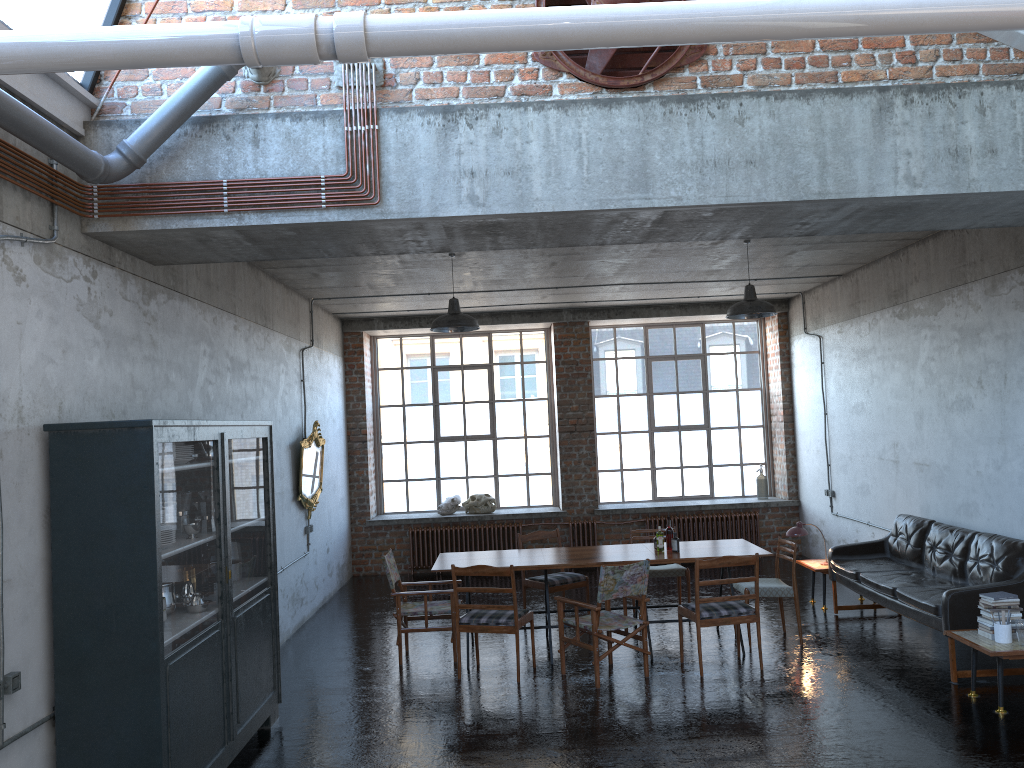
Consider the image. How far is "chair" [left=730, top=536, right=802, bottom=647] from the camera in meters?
8.3 m

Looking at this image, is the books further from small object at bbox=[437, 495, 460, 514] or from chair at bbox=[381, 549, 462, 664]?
small object at bbox=[437, 495, 460, 514]

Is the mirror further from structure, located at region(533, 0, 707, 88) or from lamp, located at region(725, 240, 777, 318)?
structure, located at region(533, 0, 707, 88)

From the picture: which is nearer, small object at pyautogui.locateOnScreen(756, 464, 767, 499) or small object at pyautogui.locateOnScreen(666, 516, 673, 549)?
small object at pyautogui.locateOnScreen(666, 516, 673, 549)

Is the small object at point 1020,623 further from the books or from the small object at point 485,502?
the small object at point 485,502

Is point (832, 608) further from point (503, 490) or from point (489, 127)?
point (489, 127)

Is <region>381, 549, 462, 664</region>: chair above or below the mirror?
below

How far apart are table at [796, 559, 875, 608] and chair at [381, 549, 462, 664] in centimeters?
400cm

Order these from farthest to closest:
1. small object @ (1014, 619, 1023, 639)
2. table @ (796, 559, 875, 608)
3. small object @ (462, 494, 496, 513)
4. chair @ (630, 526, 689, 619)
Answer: small object @ (462, 494, 496, 513)
table @ (796, 559, 875, 608)
chair @ (630, 526, 689, 619)
small object @ (1014, 619, 1023, 639)

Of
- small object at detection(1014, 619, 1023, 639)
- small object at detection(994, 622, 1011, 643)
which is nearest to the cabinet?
small object at detection(994, 622, 1011, 643)
